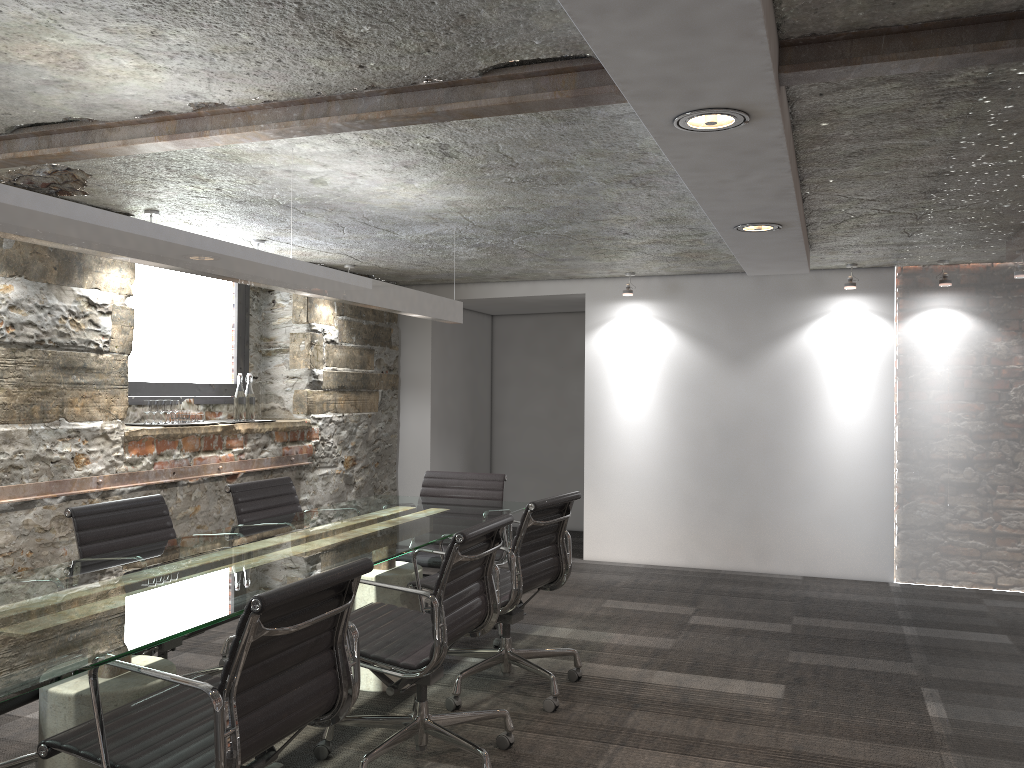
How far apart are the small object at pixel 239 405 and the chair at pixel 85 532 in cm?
182

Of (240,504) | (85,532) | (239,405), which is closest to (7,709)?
(85,532)

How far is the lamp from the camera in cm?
215

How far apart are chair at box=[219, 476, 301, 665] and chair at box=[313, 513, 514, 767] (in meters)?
1.04

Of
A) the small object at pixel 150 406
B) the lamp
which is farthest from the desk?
the small object at pixel 150 406

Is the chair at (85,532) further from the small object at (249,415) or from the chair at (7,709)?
the small object at (249,415)

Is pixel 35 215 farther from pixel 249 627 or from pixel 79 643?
pixel 249 627

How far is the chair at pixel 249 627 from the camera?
1.86m

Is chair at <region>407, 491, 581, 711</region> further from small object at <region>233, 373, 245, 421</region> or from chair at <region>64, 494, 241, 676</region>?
small object at <region>233, 373, 245, 421</region>

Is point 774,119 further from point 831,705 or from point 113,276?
point 113,276
